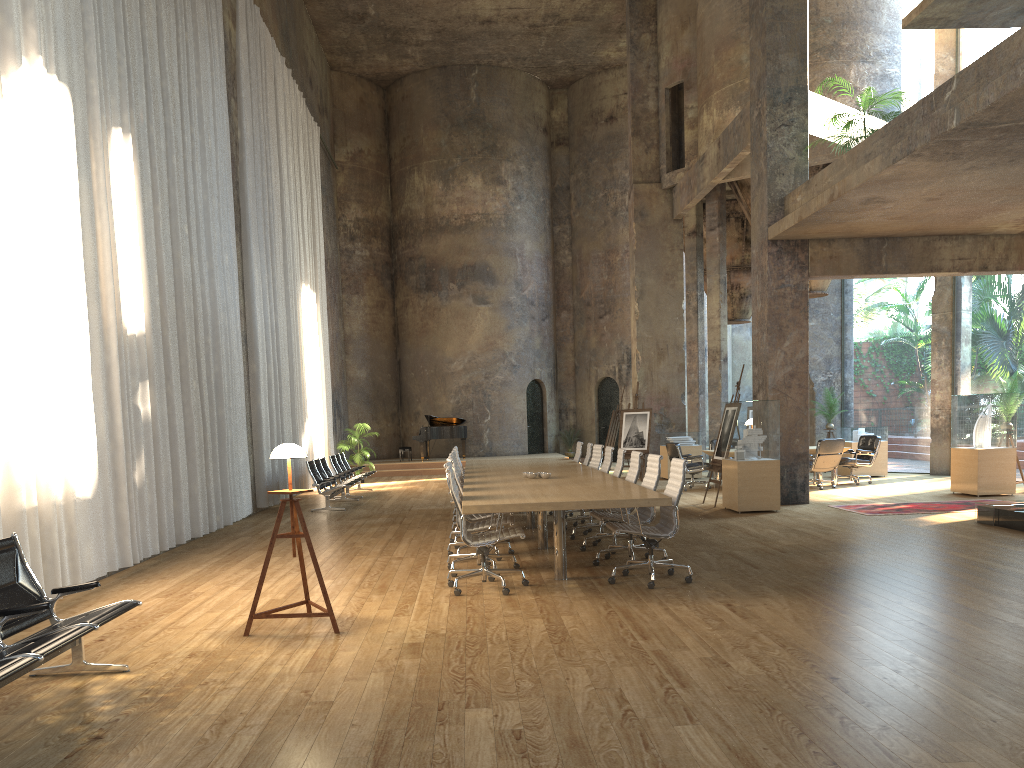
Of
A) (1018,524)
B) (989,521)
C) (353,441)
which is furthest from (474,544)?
(353,441)

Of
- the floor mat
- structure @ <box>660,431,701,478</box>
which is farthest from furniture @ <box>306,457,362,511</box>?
the floor mat

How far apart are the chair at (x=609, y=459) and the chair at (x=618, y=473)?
0.7m

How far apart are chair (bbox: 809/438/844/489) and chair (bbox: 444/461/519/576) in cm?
882

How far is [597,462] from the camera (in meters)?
11.73

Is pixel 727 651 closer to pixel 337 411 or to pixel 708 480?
pixel 708 480

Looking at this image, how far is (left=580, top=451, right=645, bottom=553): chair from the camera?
9.0 meters

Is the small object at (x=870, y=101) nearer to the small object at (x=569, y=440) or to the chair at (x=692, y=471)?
the chair at (x=692, y=471)

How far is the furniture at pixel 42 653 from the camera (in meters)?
3.87

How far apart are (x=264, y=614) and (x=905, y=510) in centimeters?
902cm
